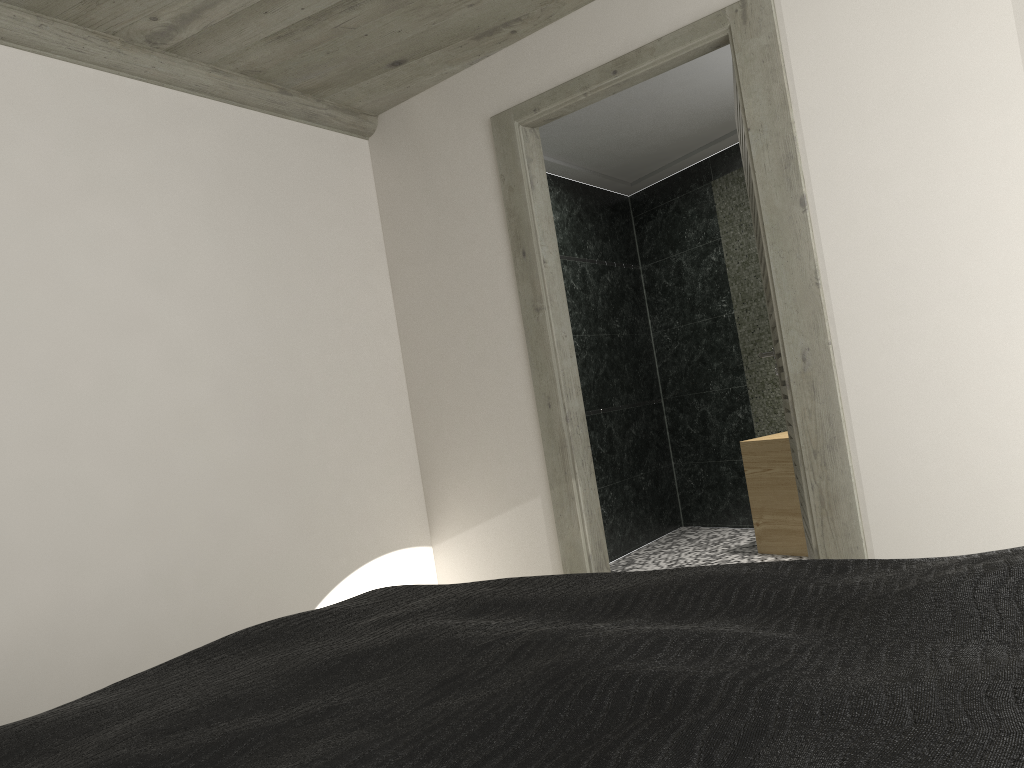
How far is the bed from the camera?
0.8 meters

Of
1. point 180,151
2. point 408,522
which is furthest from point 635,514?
point 180,151

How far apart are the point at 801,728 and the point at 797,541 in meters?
4.7

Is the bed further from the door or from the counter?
the counter

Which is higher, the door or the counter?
the door

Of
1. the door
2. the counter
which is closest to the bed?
the door

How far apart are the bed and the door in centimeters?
165cm

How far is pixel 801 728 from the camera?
0.8 meters

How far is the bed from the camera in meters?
0.8

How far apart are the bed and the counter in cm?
369
